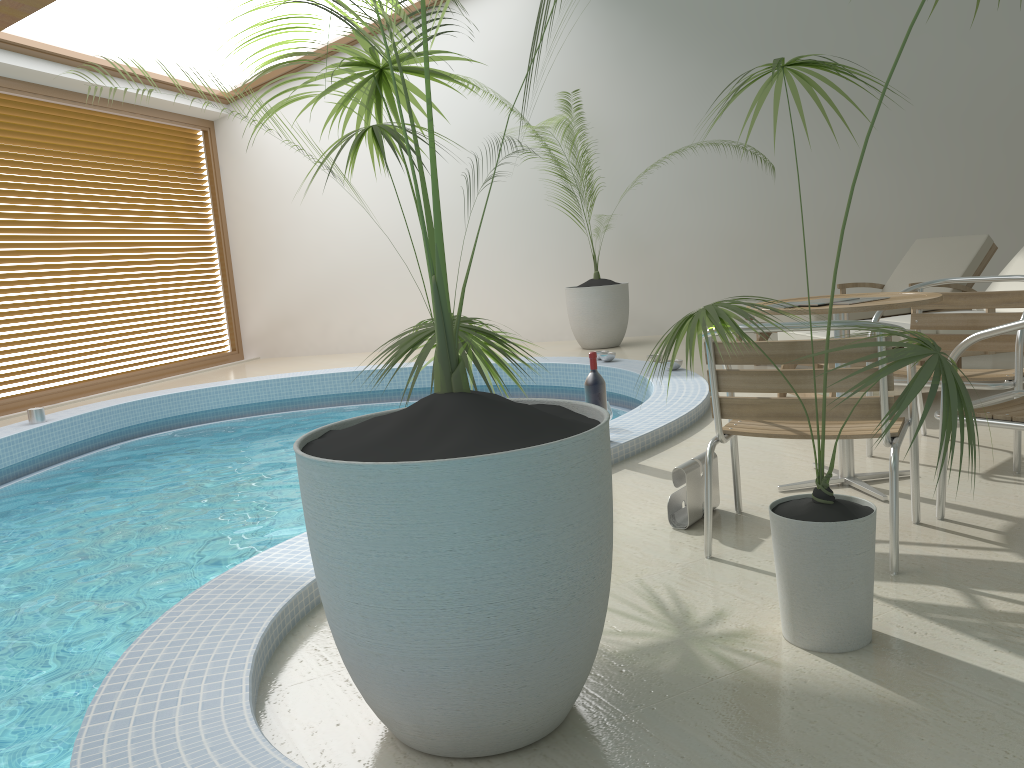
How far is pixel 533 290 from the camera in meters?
10.3 m

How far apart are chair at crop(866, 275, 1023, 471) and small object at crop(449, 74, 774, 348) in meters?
5.0

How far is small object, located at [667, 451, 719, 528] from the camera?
3.1m

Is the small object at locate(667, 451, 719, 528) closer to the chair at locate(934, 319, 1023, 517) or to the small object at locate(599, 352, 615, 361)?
the chair at locate(934, 319, 1023, 517)

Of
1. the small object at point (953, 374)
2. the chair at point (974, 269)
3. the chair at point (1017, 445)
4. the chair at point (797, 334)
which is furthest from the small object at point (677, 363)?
the small object at point (953, 374)

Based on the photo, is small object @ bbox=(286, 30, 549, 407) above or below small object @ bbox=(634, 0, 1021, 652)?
above

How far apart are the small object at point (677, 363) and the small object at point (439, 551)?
4.4m

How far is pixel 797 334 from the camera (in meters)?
5.10

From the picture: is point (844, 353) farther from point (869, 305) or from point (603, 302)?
point (603, 302)

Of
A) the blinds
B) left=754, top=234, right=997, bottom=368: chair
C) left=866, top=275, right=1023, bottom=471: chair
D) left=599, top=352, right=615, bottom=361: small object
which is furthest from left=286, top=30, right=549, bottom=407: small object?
the blinds
